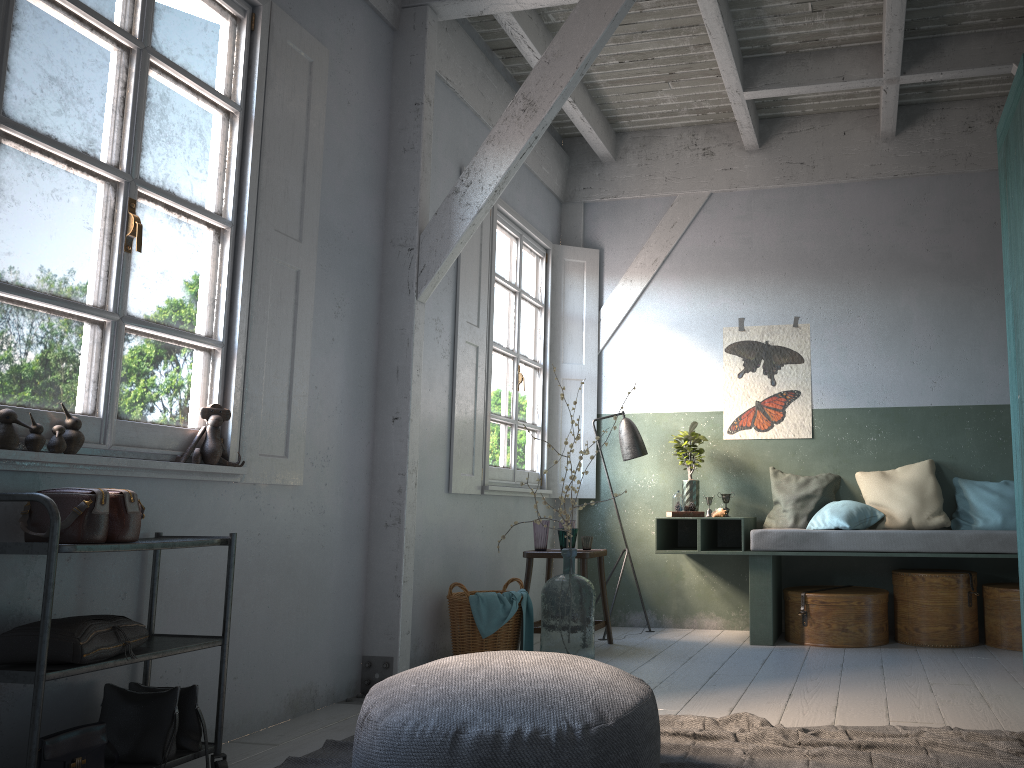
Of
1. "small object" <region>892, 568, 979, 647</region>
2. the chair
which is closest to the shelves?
the chair

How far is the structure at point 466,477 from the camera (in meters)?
6.05

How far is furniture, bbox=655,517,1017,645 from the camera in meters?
5.8

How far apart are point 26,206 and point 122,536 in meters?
1.2 m

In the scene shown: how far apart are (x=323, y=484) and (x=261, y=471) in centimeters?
51cm

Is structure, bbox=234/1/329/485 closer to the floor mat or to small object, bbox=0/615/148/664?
small object, bbox=0/615/148/664

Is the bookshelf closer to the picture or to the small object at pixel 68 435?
the picture

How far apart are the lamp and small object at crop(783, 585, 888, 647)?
1.52m

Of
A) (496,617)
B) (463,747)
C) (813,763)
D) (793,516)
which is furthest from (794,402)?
(463,747)

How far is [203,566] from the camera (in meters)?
3.82
